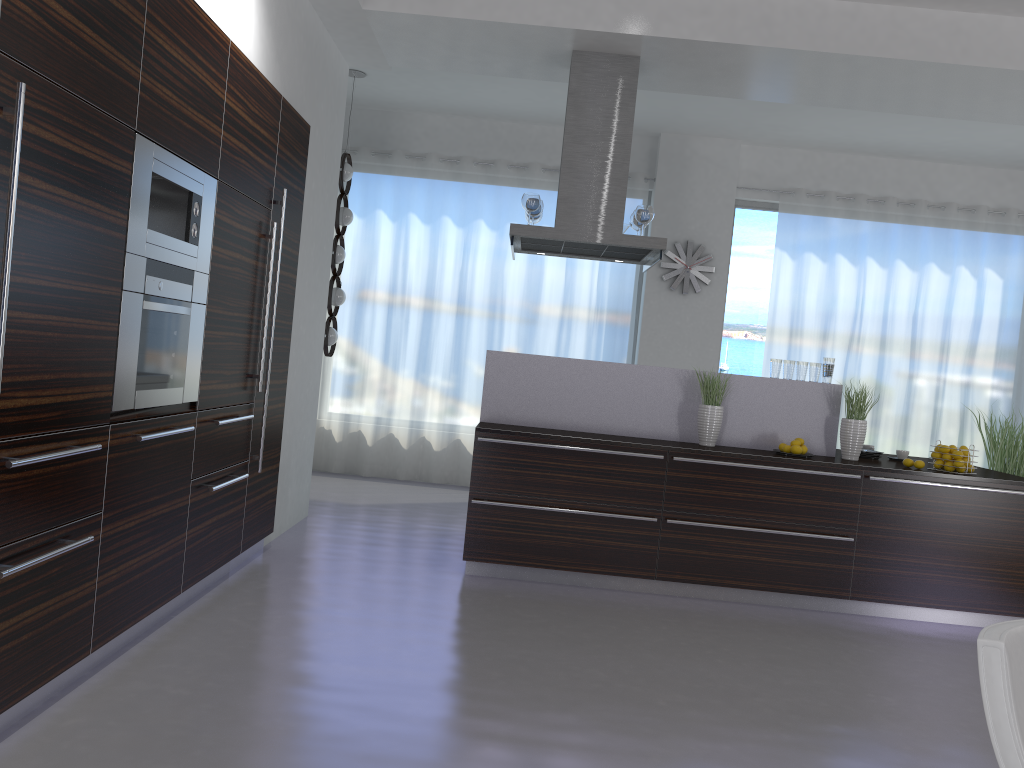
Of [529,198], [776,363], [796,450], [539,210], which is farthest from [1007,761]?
[539,210]

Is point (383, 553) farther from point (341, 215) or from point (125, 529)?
point (341, 215)

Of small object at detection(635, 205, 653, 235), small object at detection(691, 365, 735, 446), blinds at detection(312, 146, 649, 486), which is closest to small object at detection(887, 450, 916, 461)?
small object at detection(691, 365, 735, 446)

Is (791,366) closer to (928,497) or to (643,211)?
(928,497)

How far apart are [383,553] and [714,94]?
3.78m

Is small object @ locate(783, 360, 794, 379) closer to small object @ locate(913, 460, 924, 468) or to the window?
small object @ locate(913, 460, 924, 468)

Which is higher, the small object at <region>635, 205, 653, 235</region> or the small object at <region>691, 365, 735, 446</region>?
the small object at <region>635, 205, 653, 235</region>

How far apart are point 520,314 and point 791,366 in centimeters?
339cm

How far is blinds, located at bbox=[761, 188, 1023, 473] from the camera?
8.3m

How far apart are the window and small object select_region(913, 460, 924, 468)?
3.49m
